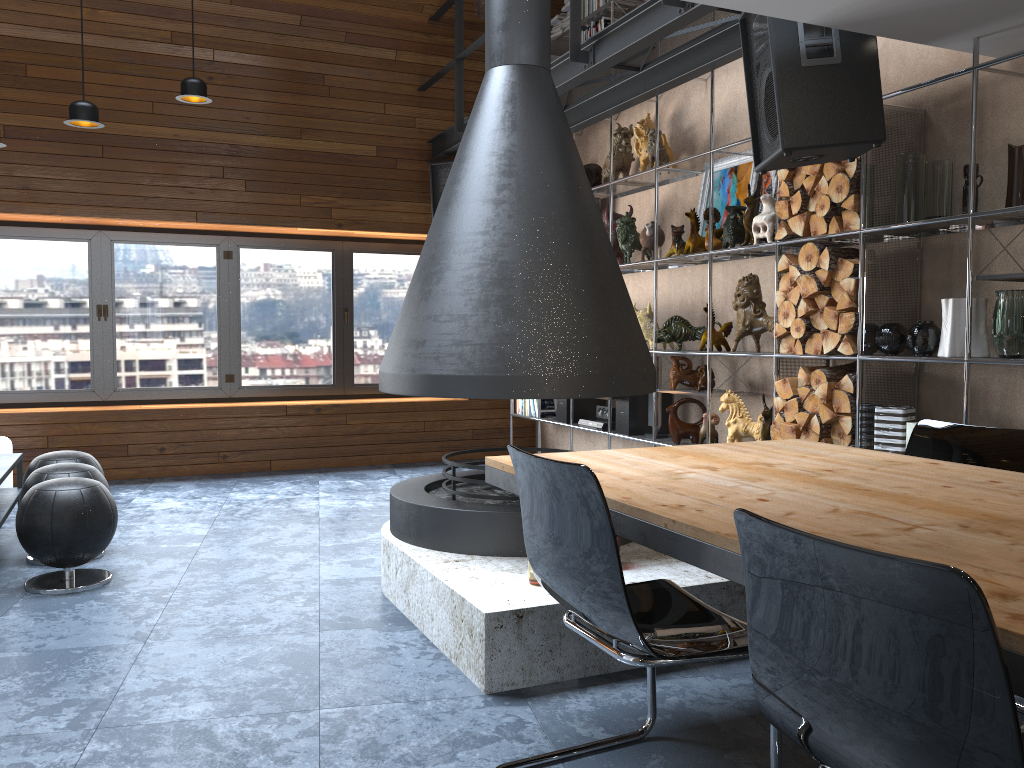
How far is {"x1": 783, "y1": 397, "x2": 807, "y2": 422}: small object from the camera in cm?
436

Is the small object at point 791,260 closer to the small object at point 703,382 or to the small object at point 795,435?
the small object at point 795,435

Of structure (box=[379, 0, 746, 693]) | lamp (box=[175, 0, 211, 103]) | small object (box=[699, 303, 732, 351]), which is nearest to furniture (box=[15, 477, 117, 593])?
structure (box=[379, 0, 746, 693])

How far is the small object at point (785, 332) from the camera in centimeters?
445cm

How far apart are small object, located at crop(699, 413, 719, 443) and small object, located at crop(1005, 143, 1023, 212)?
2.1m

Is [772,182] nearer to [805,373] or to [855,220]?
[855,220]

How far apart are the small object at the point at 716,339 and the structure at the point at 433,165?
3.0m

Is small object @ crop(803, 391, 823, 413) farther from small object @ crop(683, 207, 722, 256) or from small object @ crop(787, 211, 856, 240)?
small object @ crop(683, 207, 722, 256)

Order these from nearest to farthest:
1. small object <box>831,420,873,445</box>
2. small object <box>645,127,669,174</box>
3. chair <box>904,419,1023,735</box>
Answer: chair <box>904,419,1023,735</box> < small object <box>831,420,873,445</box> < small object <box>645,127,669,174</box>

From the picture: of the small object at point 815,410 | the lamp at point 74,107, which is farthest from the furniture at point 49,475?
the small object at point 815,410
